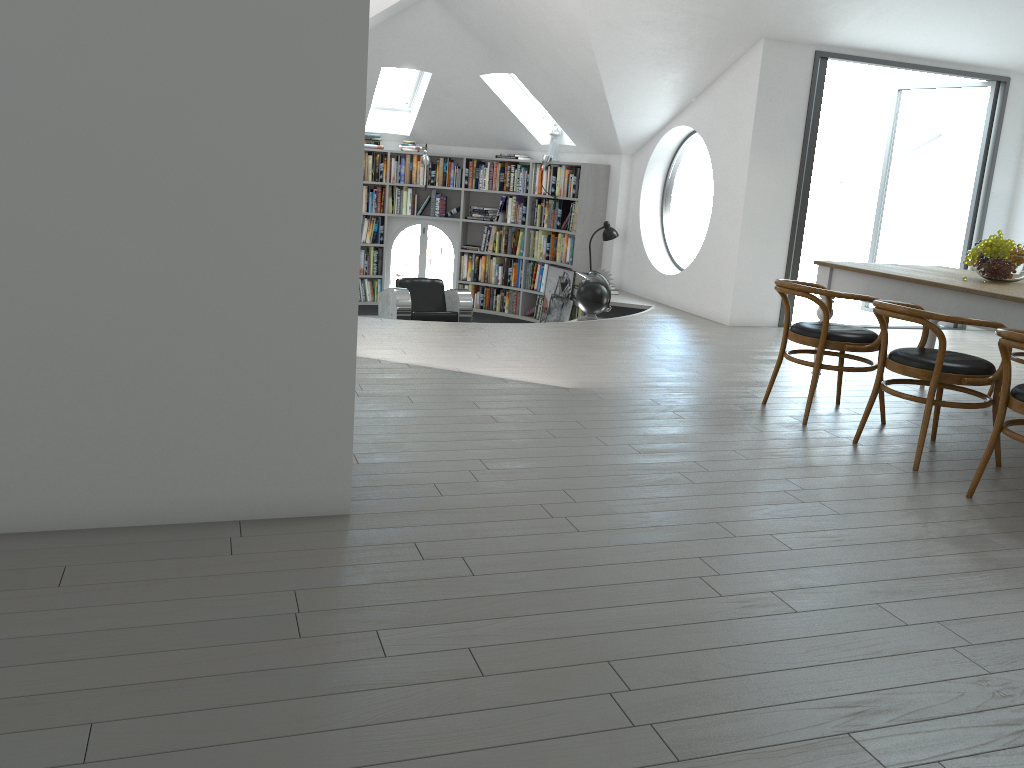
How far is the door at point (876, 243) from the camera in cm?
1761

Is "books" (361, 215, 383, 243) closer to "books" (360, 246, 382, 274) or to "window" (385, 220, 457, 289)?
"books" (360, 246, 382, 274)

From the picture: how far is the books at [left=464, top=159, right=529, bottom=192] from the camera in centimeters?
1063cm

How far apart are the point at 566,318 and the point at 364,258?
2.78m

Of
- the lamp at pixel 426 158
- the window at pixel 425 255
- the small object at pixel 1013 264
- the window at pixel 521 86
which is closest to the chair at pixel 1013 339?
the small object at pixel 1013 264

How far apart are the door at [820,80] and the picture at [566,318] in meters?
2.6 m

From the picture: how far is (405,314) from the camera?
8.89m

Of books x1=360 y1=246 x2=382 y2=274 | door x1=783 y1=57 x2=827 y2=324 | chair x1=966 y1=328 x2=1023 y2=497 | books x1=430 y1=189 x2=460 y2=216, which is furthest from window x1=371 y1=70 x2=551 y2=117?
chair x1=966 y1=328 x2=1023 y2=497

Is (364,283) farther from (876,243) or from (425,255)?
(876,243)

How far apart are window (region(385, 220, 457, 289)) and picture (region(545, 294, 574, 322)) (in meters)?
1.94
